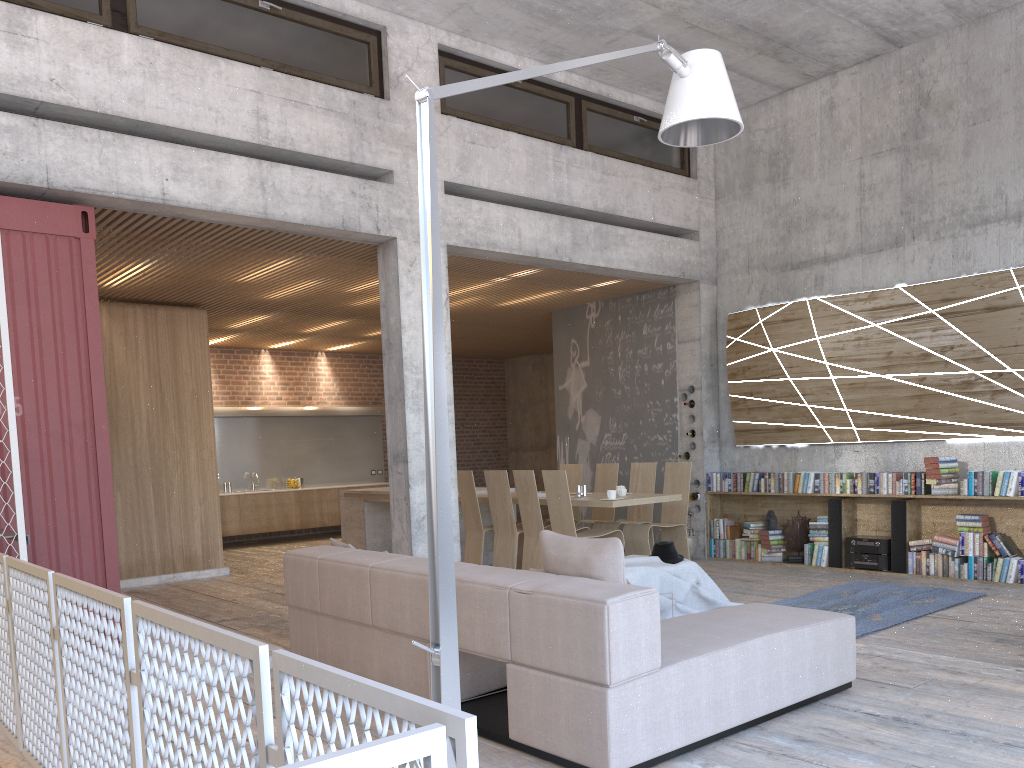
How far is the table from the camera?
8.6 meters

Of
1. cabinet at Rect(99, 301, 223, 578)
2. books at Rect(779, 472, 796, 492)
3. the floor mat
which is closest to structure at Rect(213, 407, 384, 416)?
cabinet at Rect(99, 301, 223, 578)

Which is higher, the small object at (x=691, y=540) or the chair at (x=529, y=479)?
the chair at (x=529, y=479)

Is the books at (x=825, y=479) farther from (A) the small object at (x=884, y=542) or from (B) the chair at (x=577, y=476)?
(B) the chair at (x=577, y=476)

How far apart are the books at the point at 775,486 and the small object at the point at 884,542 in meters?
1.0

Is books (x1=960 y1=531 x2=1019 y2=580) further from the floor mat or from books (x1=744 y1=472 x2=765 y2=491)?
books (x1=744 y1=472 x2=765 y2=491)

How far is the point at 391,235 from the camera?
7.8m

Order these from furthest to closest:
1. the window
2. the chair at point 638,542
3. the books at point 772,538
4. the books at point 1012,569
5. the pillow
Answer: the books at point 772,538 → the chair at point 638,542 → the books at point 1012,569 → the window → the pillow

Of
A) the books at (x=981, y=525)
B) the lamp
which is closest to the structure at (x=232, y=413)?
the books at (x=981, y=525)

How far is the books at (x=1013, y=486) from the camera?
7.74m
